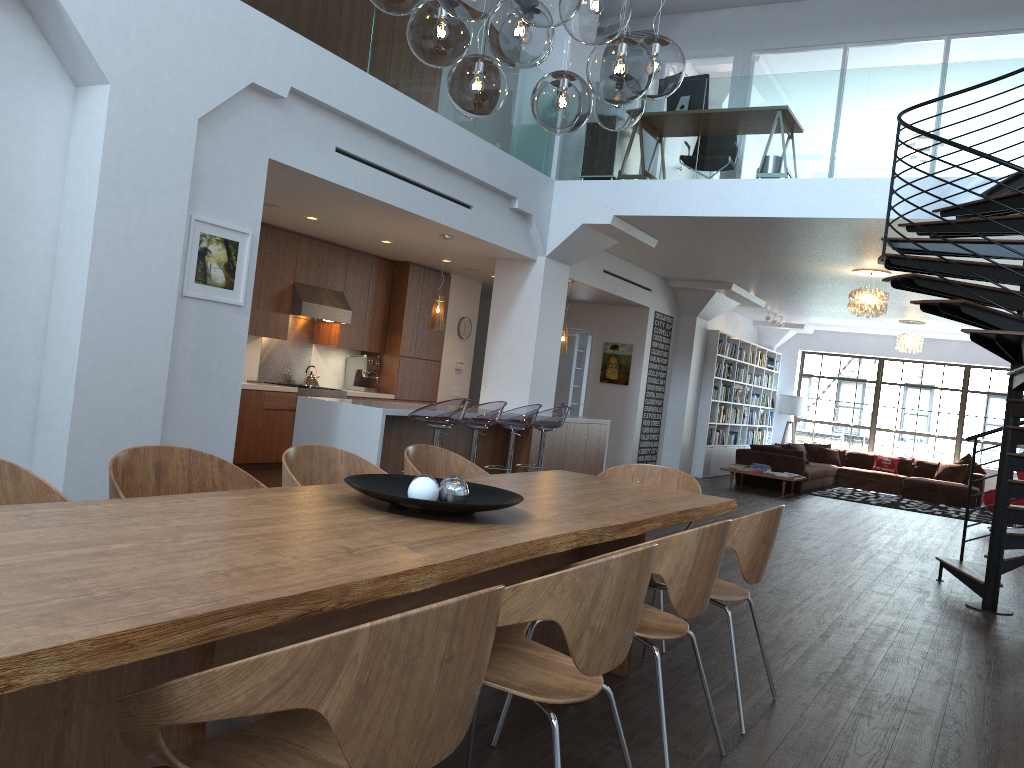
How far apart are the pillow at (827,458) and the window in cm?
157

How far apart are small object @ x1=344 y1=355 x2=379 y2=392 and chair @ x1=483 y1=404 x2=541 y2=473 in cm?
305

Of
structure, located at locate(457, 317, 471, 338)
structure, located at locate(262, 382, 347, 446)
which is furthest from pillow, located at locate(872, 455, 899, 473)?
structure, located at locate(262, 382, 347, 446)

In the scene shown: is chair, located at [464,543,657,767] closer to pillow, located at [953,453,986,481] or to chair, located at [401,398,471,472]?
chair, located at [401,398,471,472]

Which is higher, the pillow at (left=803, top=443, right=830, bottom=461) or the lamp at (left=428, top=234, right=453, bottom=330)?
the lamp at (left=428, top=234, right=453, bottom=330)

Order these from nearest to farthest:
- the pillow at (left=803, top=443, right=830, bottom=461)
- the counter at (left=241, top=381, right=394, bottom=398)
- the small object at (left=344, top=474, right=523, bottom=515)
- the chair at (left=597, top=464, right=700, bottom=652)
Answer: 1. the small object at (left=344, top=474, right=523, bottom=515)
2. the chair at (left=597, top=464, right=700, bottom=652)
3. the counter at (left=241, top=381, right=394, bottom=398)
4. the pillow at (left=803, top=443, right=830, bottom=461)

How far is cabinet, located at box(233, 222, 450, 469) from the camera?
9.0m

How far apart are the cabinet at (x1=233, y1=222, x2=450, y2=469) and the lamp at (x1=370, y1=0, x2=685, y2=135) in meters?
5.9 m

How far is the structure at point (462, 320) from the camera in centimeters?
1187cm

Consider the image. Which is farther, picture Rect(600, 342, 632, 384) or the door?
the door
